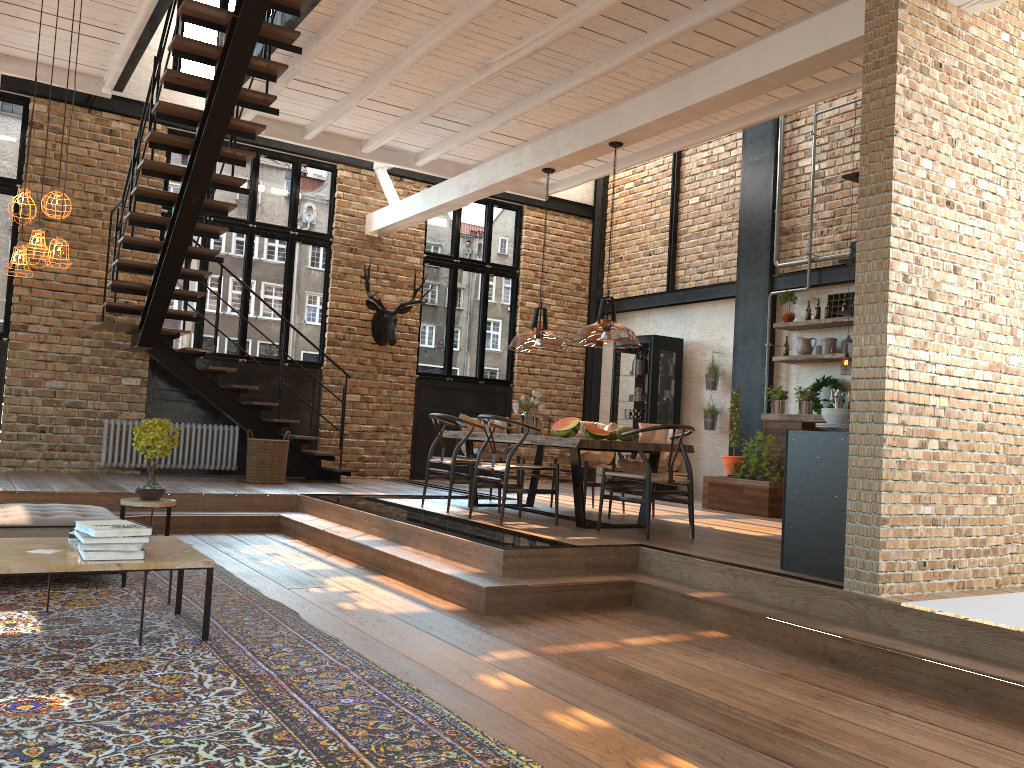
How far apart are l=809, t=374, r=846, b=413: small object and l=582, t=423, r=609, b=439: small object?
3.9 meters

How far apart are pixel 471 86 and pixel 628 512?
4.40m

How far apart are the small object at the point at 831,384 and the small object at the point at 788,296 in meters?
0.8 m

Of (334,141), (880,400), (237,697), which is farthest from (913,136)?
(334,141)

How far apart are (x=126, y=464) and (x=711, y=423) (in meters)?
7.03

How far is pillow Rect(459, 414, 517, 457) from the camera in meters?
8.8 m

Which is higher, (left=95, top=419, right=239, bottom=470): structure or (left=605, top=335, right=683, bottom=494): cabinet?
(left=605, top=335, right=683, bottom=494): cabinet

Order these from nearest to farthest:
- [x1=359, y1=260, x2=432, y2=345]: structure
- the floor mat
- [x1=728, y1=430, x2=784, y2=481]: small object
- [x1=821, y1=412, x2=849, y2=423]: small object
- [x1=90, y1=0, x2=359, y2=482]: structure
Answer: the floor mat
[x1=821, y1=412, x2=849, y2=423]: small object
[x1=90, y1=0, x2=359, y2=482]: structure
[x1=728, y1=430, x2=784, y2=481]: small object
[x1=359, y1=260, x2=432, y2=345]: structure

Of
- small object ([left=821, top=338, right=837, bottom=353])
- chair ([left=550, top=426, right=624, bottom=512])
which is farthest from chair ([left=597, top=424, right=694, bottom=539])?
small object ([left=821, top=338, right=837, bottom=353])

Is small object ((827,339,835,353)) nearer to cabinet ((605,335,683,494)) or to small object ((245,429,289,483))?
cabinet ((605,335,683,494))
